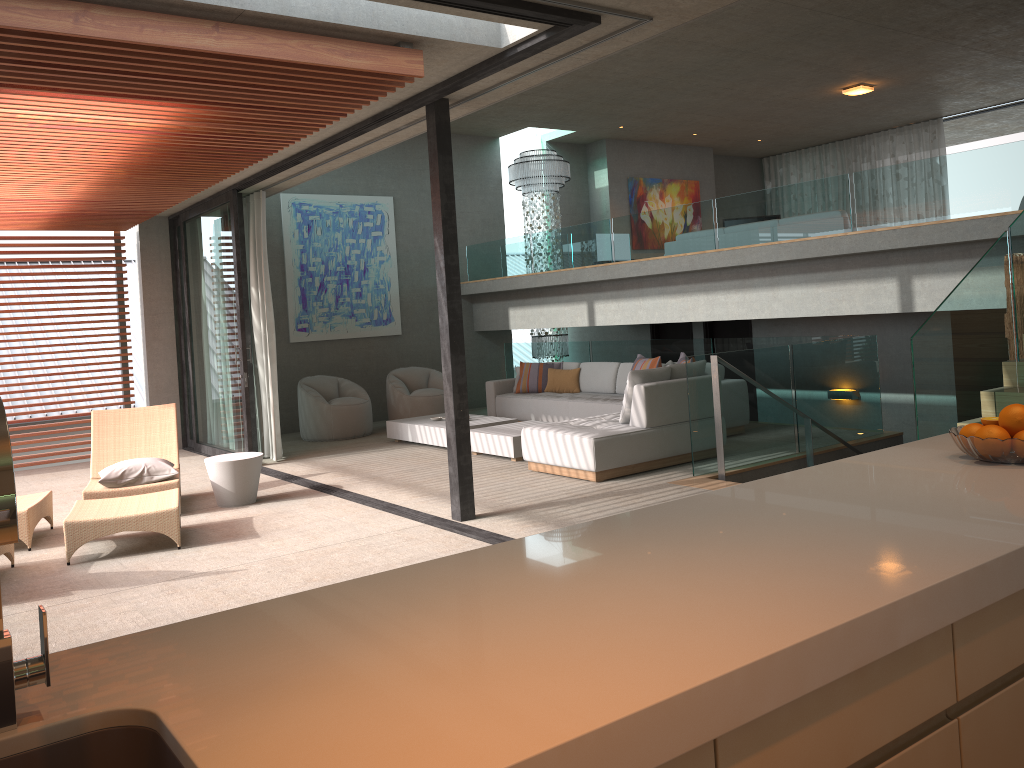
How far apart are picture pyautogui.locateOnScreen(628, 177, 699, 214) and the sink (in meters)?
14.47

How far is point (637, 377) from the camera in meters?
7.7

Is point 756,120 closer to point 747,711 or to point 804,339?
point 804,339

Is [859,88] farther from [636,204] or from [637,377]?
[637,377]

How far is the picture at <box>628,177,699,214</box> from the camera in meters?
15.1 m

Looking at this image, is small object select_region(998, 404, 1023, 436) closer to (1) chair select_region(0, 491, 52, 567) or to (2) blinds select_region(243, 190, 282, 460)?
(1) chair select_region(0, 491, 52, 567)

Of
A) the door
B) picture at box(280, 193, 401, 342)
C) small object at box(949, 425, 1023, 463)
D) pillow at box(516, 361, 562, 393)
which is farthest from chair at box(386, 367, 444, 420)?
small object at box(949, 425, 1023, 463)

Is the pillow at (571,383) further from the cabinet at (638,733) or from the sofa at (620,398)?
the cabinet at (638,733)

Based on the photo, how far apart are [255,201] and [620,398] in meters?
4.5 m

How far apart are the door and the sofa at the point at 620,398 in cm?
212
